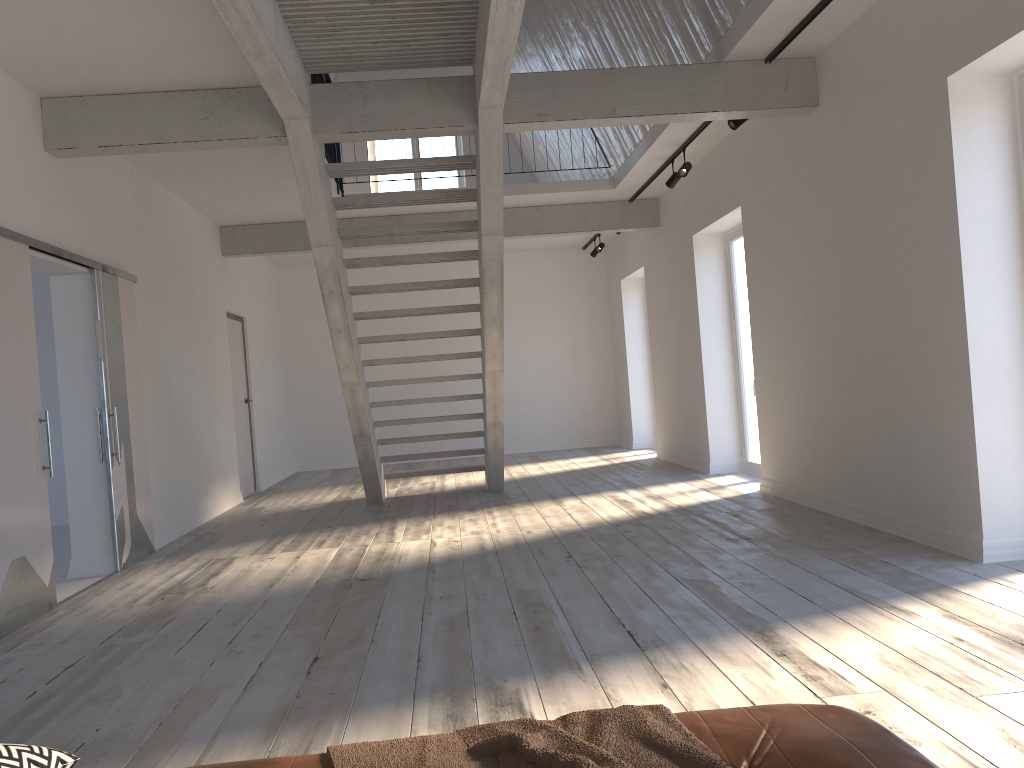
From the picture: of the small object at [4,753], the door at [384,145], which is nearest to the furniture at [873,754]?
the small object at [4,753]

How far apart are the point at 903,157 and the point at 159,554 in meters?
5.5 m

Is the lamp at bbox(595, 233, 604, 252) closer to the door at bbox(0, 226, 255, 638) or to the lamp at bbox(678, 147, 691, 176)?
the lamp at bbox(678, 147, 691, 176)

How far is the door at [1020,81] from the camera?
4.23m

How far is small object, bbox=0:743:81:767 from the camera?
1.5m

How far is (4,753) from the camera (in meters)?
1.46

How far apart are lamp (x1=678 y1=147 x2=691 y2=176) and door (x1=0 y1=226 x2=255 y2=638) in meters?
4.5 m

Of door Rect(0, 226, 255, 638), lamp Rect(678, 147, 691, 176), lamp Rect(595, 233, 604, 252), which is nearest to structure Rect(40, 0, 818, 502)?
door Rect(0, 226, 255, 638)

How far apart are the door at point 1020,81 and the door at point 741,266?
4.06m

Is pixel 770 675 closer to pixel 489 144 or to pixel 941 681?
pixel 941 681
